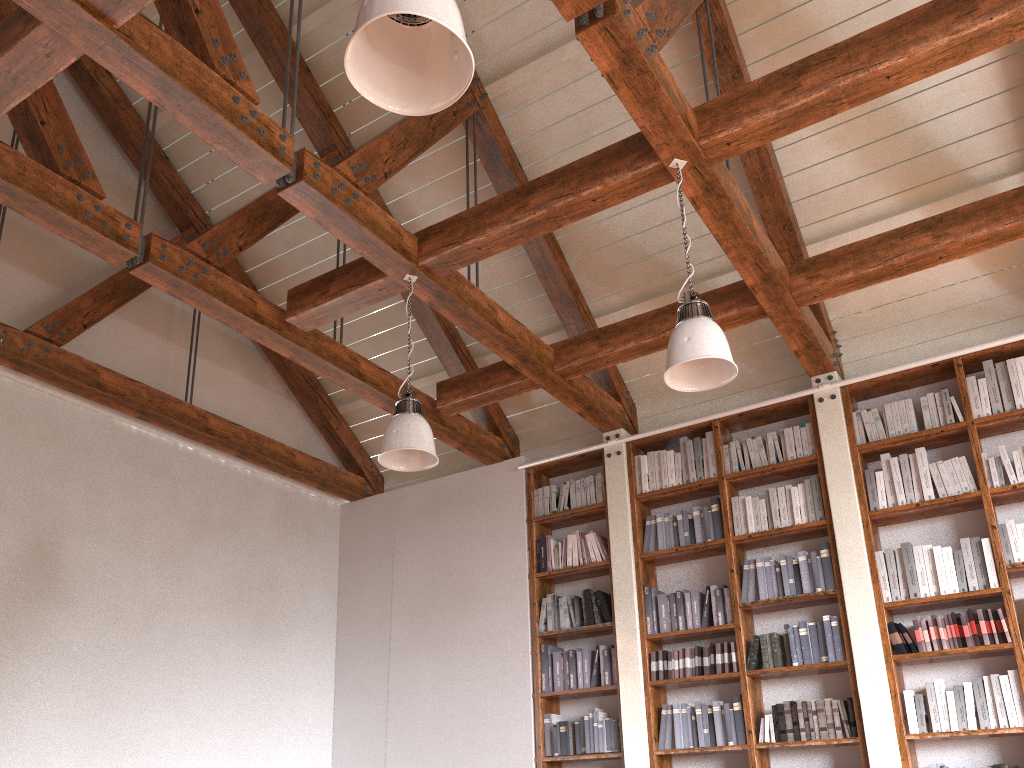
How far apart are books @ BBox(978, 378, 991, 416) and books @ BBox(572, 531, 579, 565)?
2.8 meters

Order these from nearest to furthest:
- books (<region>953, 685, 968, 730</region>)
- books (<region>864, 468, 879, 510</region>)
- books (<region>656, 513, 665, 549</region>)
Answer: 1. books (<region>953, 685, 968, 730</region>)
2. books (<region>864, 468, 879, 510</region>)
3. books (<region>656, 513, 665, 549</region>)

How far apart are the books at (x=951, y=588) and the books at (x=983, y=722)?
0.48m

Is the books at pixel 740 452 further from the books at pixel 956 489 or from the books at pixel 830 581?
the books at pixel 956 489

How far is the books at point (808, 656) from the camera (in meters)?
5.10

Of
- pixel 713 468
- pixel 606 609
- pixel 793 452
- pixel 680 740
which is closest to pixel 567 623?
pixel 606 609

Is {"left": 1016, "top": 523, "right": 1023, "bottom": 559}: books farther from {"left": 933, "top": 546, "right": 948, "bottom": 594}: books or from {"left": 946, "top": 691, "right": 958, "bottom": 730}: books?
{"left": 946, "top": 691, "right": 958, "bottom": 730}: books

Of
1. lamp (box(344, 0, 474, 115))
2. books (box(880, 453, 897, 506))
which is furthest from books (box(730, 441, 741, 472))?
lamp (box(344, 0, 474, 115))

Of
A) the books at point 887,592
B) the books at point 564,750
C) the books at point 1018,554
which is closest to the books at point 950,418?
the books at point 1018,554

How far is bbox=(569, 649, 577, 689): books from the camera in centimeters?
585cm
